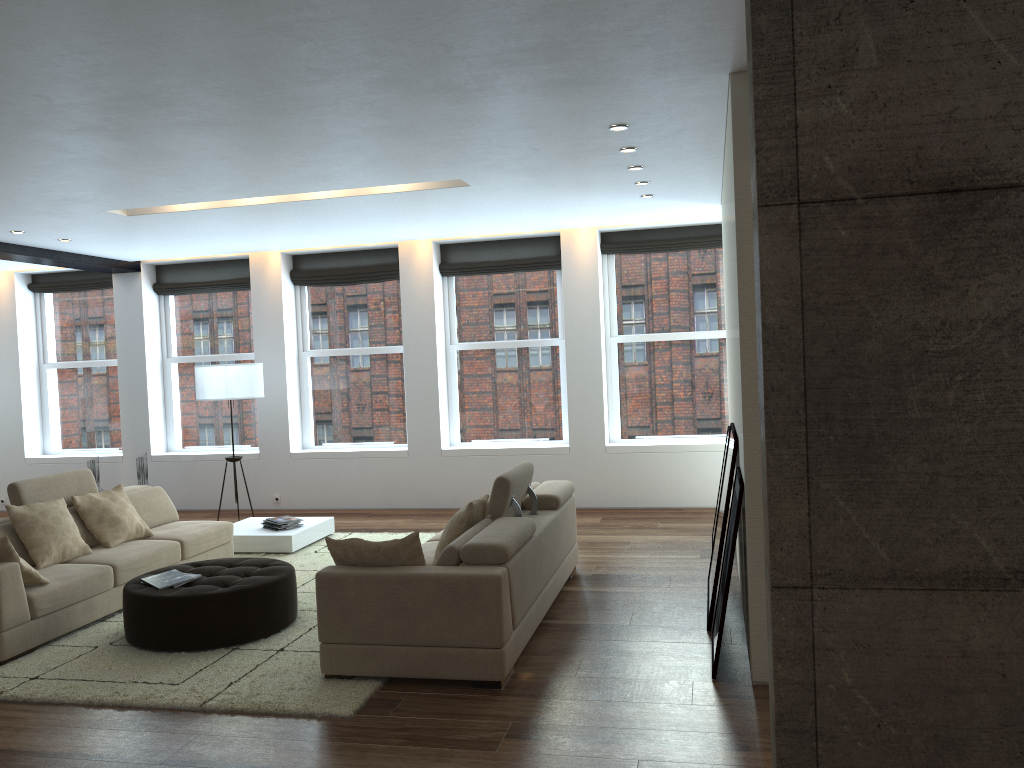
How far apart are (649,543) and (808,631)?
5.4 meters

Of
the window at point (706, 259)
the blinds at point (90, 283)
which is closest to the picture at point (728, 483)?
the window at point (706, 259)

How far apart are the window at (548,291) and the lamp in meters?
2.1

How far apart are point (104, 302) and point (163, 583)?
6.9m

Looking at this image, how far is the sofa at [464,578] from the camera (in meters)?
4.45

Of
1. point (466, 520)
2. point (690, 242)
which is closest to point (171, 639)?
point (466, 520)

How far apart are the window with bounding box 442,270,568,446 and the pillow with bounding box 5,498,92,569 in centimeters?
460cm

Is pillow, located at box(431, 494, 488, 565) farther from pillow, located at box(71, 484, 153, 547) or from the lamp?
the lamp

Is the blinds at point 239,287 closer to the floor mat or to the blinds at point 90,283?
the blinds at point 90,283

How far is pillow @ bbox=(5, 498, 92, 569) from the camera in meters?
6.0 m
